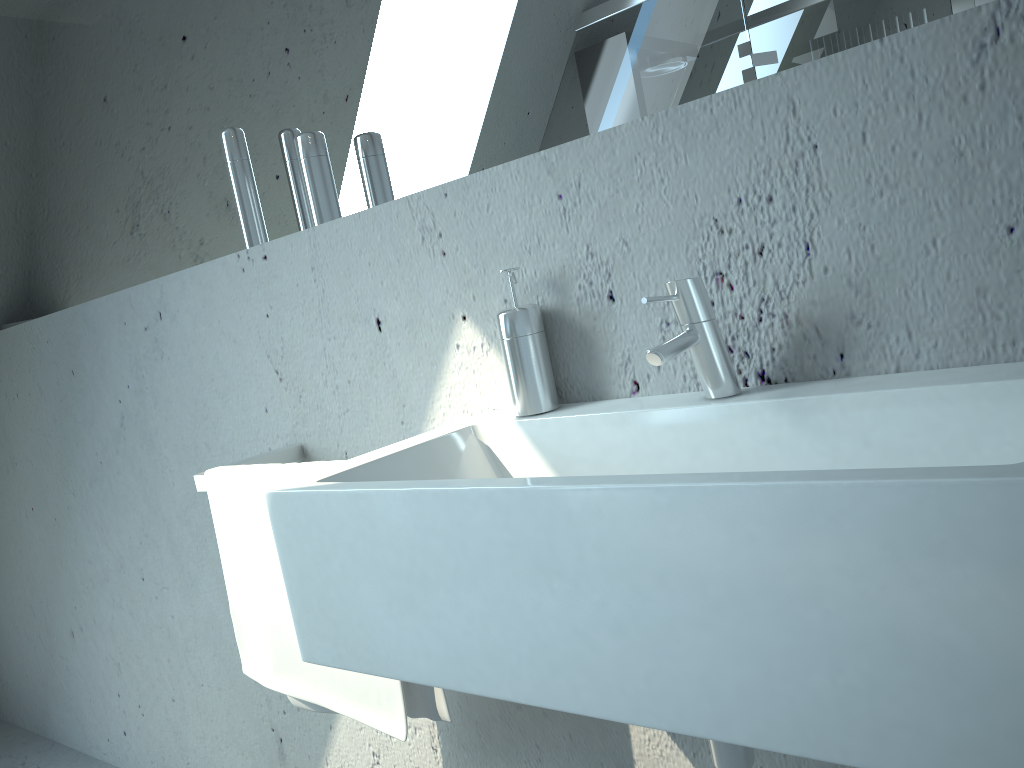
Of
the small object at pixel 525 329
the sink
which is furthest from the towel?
the small object at pixel 525 329

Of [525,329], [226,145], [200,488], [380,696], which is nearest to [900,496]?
[525,329]

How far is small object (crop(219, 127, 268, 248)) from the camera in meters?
1.6

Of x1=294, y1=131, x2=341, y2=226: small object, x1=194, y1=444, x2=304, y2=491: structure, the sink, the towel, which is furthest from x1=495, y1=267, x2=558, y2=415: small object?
x1=194, y1=444, x2=304, y2=491: structure

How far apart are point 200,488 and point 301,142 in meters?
0.6 m

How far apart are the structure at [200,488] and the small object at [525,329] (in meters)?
0.58

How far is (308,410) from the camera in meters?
1.6 m

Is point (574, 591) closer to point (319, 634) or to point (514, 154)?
point (319, 634)

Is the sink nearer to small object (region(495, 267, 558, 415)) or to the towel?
small object (region(495, 267, 558, 415))

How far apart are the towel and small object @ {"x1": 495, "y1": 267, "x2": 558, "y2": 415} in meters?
0.3
